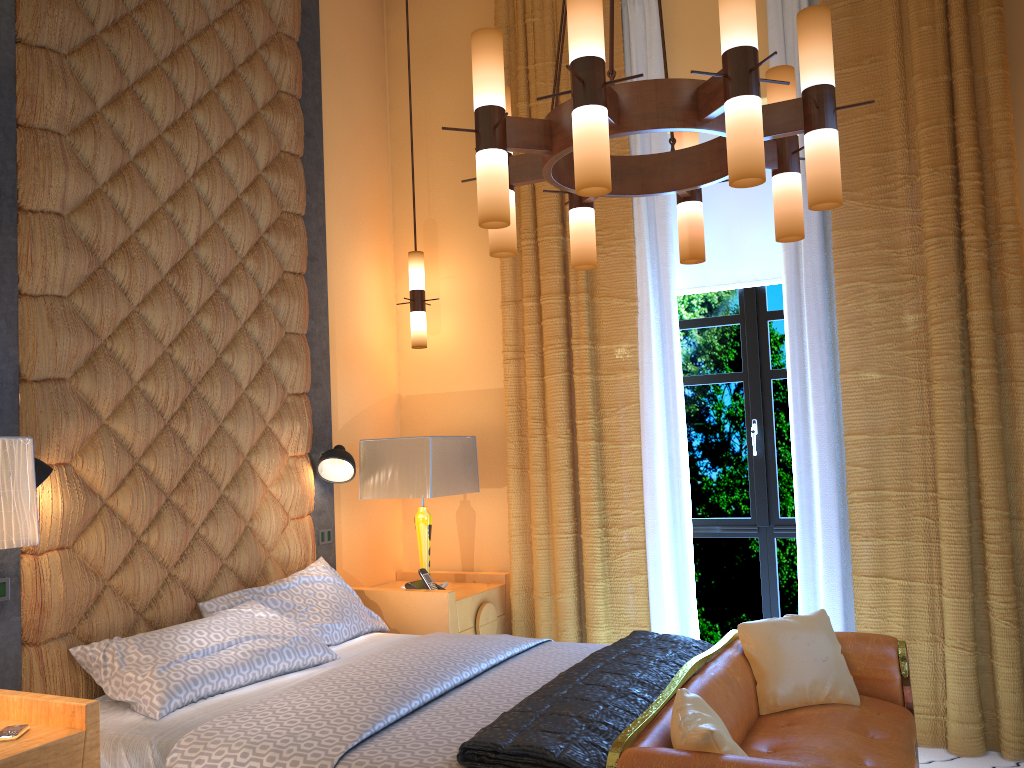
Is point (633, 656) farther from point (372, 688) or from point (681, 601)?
point (681, 601)

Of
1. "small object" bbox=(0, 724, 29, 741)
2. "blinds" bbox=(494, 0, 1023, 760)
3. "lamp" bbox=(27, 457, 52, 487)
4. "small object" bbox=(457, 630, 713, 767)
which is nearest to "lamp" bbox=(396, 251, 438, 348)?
"blinds" bbox=(494, 0, 1023, 760)

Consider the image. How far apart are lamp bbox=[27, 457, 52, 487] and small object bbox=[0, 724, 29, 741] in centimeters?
75cm

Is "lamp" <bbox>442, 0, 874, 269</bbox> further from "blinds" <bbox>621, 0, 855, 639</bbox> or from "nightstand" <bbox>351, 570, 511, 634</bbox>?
"nightstand" <bbox>351, 570, 511, 634</bbox>

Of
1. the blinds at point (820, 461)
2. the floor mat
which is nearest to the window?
the blinds at point (820, 461)

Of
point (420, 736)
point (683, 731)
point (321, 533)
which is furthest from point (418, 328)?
point (683, 731)

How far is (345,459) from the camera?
4.25m

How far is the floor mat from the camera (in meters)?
3.53

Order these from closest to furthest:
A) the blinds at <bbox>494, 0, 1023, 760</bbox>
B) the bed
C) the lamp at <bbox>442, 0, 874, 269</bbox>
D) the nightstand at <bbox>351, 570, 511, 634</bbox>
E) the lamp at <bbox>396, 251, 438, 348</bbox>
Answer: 1. the lamp at <bbox>442, 0, 874, 269</bbox>
2. the bed
3. the blinds at <bbox>494, 0, 1023, 760</bbox>
4. the nightstand at <bbox>351, 570, 511, 634</bbox>
5. the lamp at <bbox>396, 251, 438, 348</bbox>

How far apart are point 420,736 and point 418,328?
2.71m
